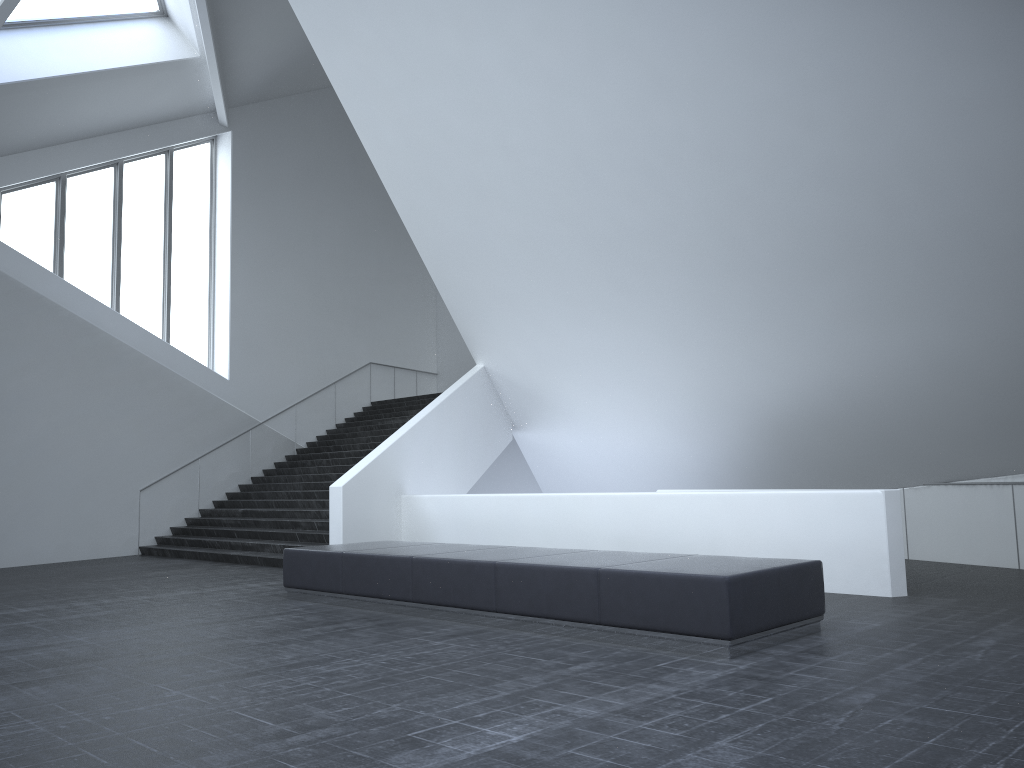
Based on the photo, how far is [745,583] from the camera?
6.3m

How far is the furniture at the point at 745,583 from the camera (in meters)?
6.33

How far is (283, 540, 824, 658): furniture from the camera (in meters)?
6.33

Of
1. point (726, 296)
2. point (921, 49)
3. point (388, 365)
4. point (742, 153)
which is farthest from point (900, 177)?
point (388, 365)
